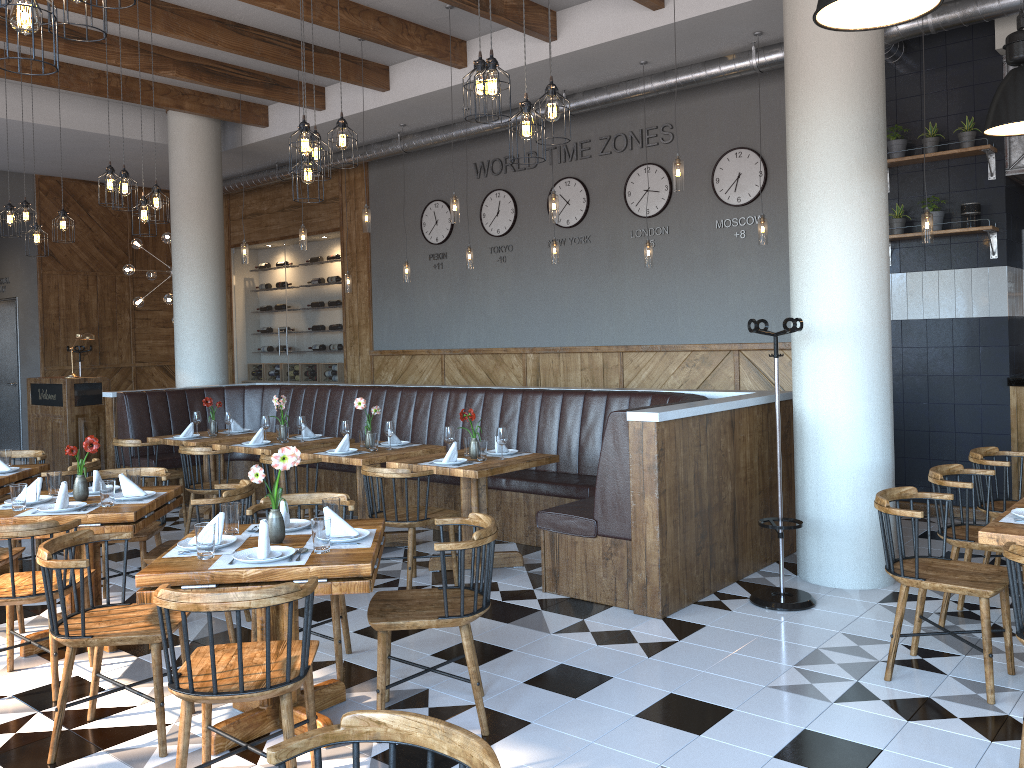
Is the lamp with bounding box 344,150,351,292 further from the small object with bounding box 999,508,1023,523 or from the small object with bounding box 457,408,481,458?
the small object with bounding box 999,508,1023,523

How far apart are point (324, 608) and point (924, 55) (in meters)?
6.41

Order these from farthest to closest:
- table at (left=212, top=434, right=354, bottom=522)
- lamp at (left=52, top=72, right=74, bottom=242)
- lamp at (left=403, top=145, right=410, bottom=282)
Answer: lamp at (left=403, top=145, right=410, bottom=282) → lamp at (left=52, top=72, right=74, bottom=242) → table at (left=212, top=434, right=354, bottom=522)

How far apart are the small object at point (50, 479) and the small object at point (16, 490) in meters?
0.4

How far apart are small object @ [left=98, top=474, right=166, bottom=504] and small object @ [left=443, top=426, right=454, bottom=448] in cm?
198

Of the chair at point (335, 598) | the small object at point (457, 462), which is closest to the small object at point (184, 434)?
the small object at point (457, 462)

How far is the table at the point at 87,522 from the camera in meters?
4.5

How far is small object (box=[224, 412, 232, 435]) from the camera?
8.2 meters

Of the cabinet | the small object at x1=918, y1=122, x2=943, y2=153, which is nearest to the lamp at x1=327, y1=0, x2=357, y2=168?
the small object at x1=918, y1=122, x2=943, y2=153

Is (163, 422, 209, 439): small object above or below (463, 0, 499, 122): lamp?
below
